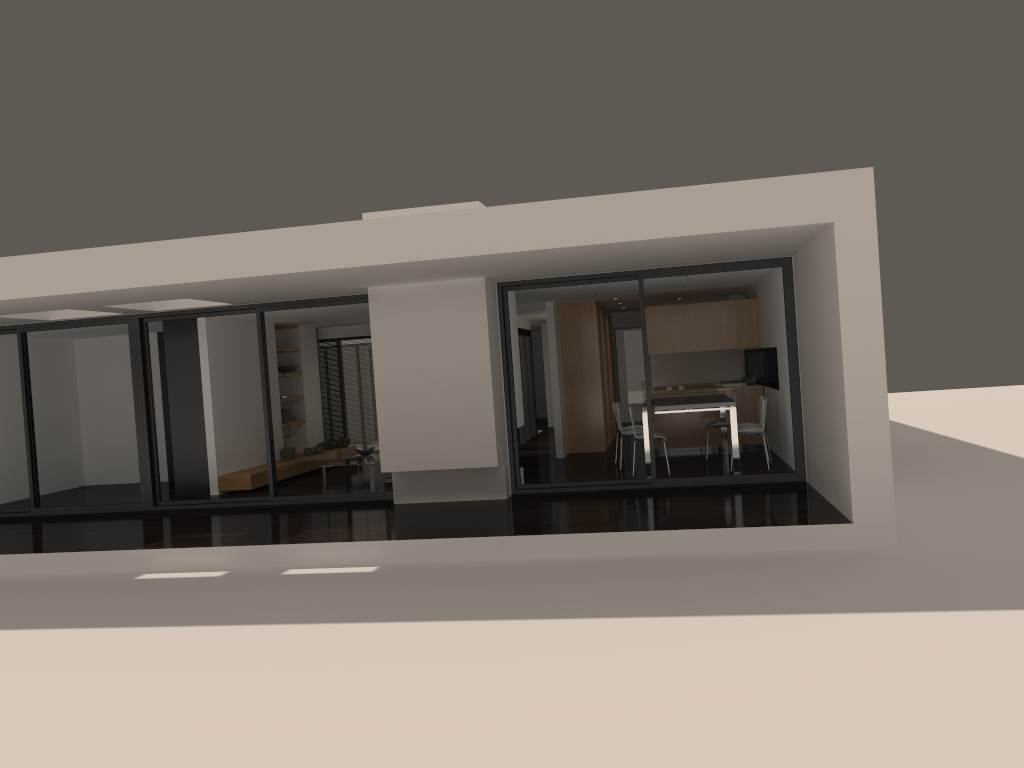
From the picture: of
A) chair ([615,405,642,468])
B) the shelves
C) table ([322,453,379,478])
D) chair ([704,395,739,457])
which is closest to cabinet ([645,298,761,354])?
chair ([704,395,739,457])

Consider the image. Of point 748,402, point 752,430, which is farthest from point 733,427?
point 748,402

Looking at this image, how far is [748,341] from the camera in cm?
1311

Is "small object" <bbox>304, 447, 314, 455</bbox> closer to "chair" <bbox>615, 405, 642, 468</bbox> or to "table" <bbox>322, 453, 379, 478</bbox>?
"table" <bbox>322, 453, 379, 478</bbox>

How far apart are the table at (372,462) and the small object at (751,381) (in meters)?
5.83

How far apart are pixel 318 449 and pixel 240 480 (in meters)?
2.65

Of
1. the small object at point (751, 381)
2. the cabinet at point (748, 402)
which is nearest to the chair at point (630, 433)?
the cabinet at point (748, 402)

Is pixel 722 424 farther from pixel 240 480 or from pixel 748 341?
pixel 240 480

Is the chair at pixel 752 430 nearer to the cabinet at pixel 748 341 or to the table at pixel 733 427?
the table at pixel 733 427

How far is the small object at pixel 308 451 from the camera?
14.3 meters
